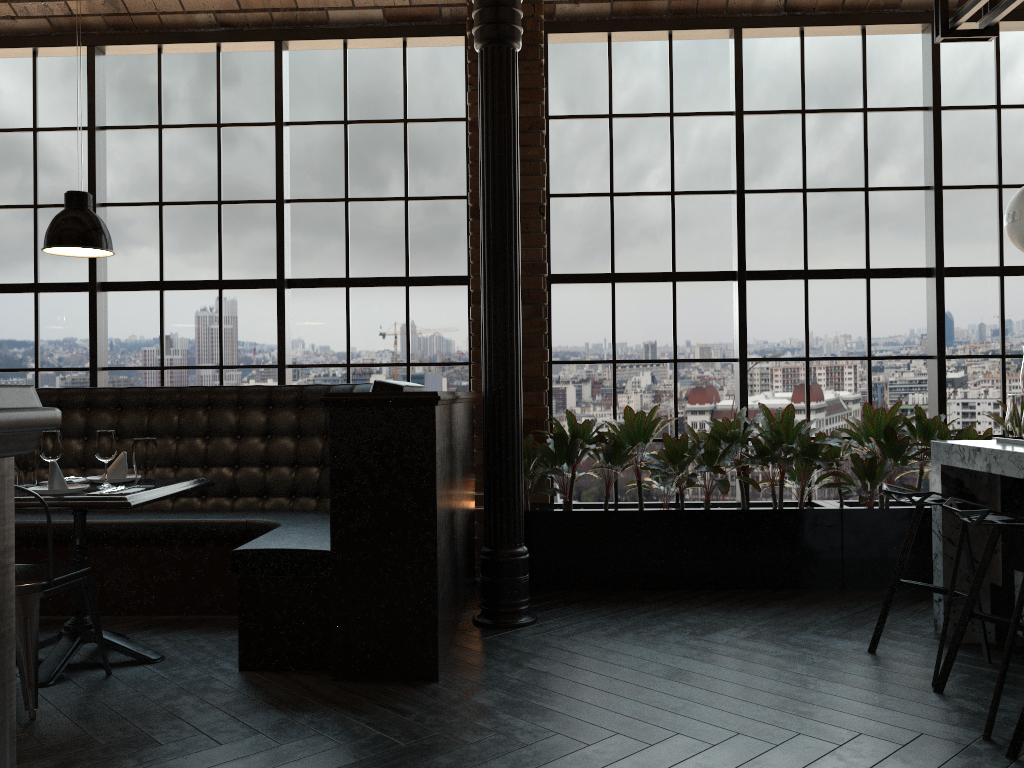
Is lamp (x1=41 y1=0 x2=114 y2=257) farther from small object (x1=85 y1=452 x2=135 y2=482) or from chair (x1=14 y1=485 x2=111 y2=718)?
chair (x1=14 y1=485 x2=111 y2=718)

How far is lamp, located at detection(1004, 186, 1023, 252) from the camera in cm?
365

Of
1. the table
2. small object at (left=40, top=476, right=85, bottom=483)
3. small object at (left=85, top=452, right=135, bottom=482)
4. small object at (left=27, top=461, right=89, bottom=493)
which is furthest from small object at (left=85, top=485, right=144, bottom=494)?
small object at (left=40, top=476, right=85, bottom=483)

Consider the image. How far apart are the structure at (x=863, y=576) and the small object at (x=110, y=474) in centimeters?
210cm

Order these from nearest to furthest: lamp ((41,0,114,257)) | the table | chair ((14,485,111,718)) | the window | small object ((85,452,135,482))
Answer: chair ((14,485,111,718)) → the table → lamp ((41,0,114,257)) → small object ((85,452,135,482)) → the window

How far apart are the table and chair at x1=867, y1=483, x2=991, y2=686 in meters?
3.0 m

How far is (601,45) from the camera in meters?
5.7 m

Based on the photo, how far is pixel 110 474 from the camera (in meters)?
4.09

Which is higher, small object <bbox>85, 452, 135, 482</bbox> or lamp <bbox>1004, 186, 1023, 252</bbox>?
lamp <bbox>1004, 186, 1023, 252</bbox>

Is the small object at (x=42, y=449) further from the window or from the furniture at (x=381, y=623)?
the window
